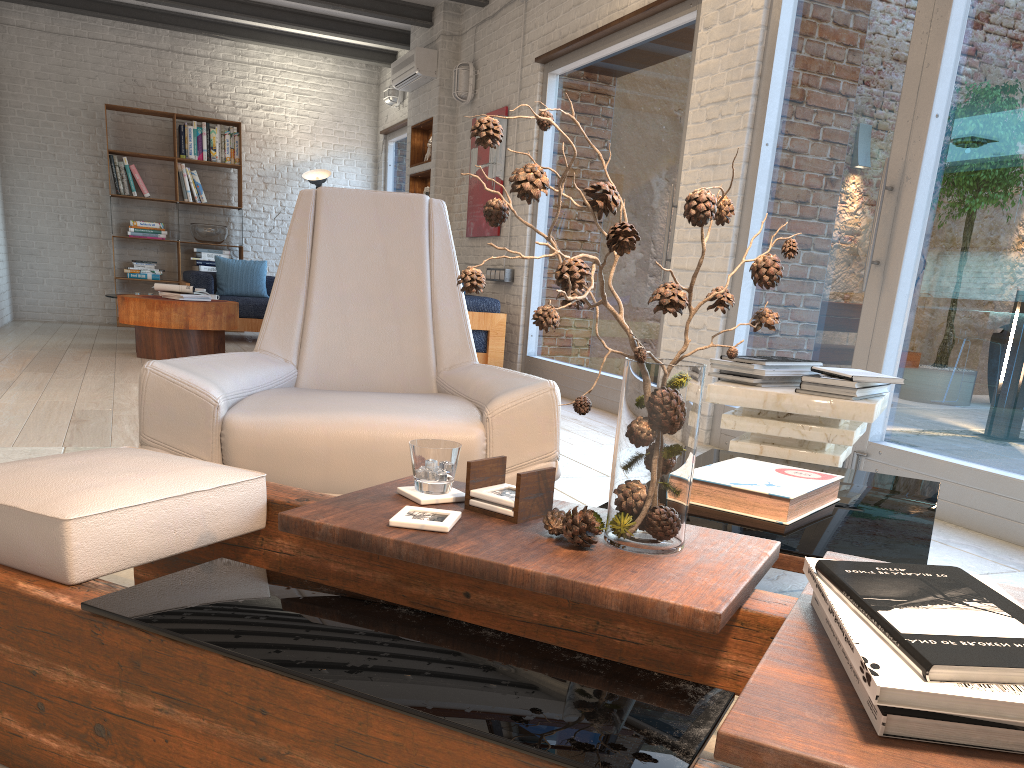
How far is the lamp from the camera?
10.14m

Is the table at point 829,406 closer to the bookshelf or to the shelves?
the shelves

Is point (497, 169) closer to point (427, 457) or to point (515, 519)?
point (427, 457)

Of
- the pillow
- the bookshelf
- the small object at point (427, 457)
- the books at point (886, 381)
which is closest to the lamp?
the pillow

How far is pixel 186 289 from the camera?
6.94m

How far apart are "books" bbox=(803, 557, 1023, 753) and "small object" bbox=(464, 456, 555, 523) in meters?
0.5

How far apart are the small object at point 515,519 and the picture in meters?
6.0 m

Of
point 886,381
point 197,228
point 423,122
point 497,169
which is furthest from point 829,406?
point 197,228

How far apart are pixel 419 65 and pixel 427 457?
7.5m

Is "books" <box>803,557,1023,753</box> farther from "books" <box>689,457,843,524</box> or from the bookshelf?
the bookshelf
